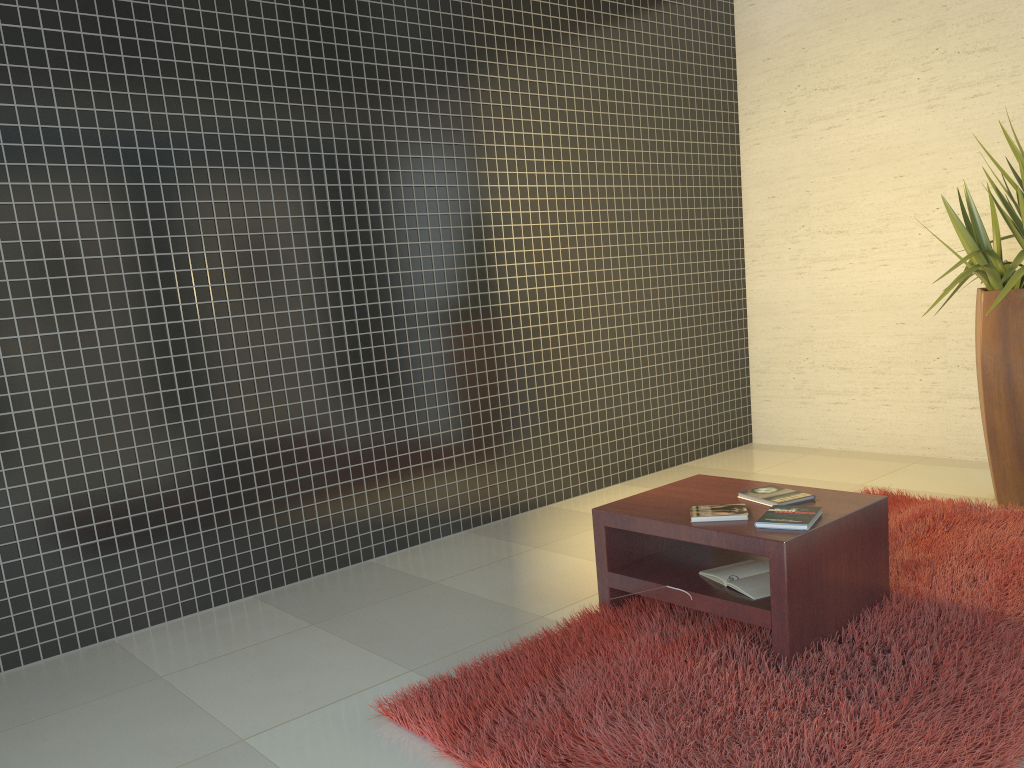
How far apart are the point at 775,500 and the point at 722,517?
0.3m

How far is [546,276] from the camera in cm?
534

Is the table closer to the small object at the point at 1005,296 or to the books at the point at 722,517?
the books at the point at 722,517

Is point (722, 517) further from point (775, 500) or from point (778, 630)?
→ point (778, 630)

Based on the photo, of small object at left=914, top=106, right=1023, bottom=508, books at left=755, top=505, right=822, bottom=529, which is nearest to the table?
books at left=755, top=505, right=822, bottom=529

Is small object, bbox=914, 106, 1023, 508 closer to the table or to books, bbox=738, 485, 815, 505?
the table

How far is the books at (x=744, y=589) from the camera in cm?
297

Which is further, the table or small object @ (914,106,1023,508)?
small object @ (914,106,1023,508)

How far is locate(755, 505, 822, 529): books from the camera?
2.9m

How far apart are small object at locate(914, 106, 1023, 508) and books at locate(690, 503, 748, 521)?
1.83m
